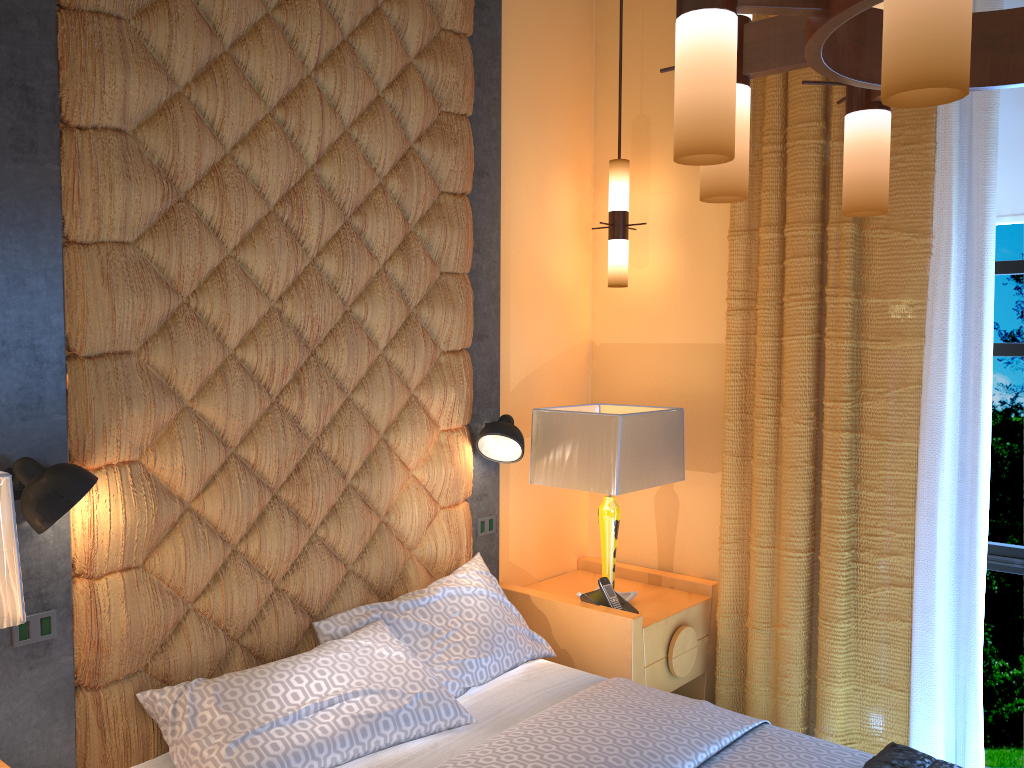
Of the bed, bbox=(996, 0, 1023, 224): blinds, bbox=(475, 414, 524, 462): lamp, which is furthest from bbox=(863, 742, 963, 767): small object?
bbox=(996, 0, 1023, 224): blinds

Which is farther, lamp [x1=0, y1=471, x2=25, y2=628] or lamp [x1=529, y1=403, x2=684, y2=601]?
lamp [x1=529, y1=403, x2=684, y2=601]

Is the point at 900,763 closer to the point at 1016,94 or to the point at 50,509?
the point at 50,509

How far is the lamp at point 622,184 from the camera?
3.7m

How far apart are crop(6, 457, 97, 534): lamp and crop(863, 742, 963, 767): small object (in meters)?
2.08

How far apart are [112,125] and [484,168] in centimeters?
149cm

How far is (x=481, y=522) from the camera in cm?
351

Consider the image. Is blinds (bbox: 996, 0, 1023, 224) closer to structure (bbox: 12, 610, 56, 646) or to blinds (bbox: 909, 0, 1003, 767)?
blinds (bbox: 909, 0, 1003, 767)

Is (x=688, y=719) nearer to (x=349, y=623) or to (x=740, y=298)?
(x=349, y=623)

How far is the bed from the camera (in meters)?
2.31
